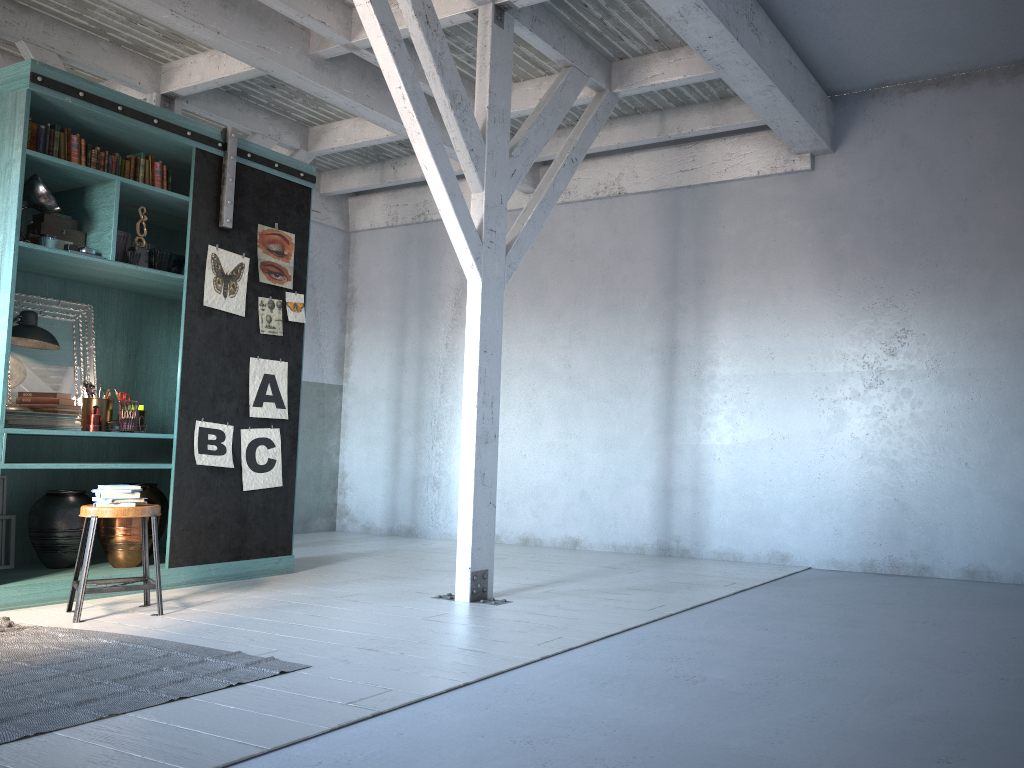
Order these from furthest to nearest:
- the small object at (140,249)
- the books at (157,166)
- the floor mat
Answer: the books at (157,166), the small object at (140,249), the floor mat

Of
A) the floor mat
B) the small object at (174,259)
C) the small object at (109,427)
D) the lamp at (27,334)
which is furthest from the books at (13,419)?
the floor mat

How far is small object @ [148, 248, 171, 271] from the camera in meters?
6.6

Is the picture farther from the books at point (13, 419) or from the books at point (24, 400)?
the books at point (24, 400)

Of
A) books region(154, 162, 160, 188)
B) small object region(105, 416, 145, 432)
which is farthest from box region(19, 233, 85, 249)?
small object region(105, 416, 145, 432)

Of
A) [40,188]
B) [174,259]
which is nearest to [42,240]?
[40,188]

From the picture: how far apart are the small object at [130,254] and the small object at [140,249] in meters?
0.1

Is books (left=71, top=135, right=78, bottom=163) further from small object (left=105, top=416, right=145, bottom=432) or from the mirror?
small object (left=105, top=416, right=145, bottom=432)

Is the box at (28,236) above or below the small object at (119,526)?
above

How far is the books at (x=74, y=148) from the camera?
6.23m
